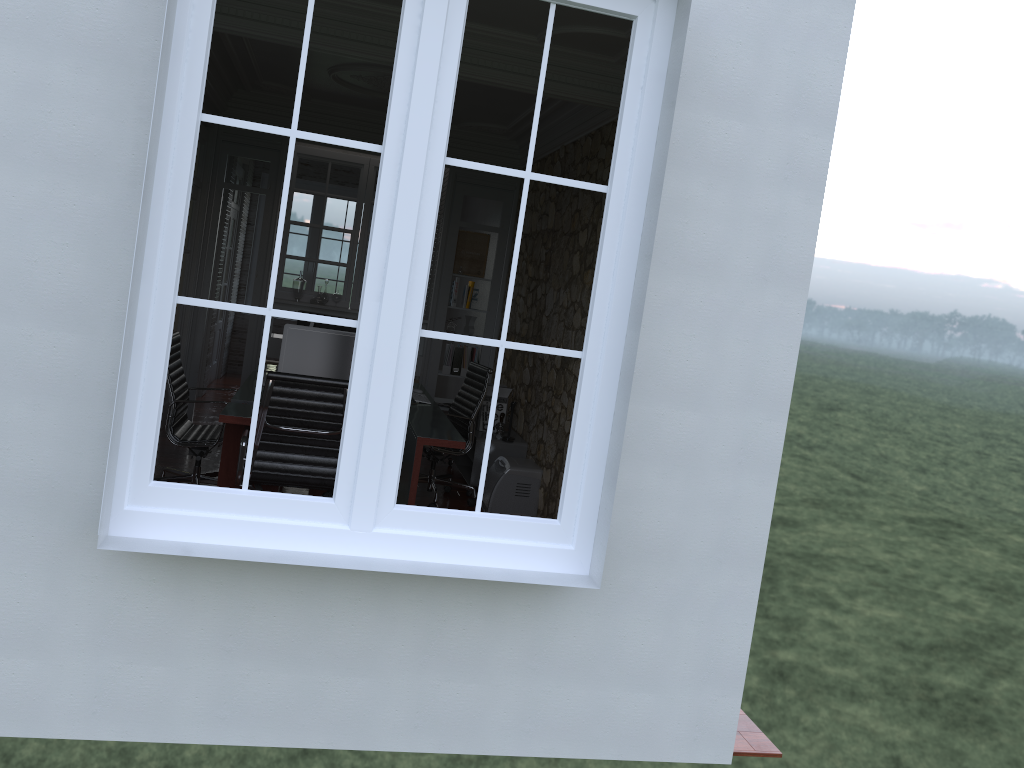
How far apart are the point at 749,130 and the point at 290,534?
2.0 meters

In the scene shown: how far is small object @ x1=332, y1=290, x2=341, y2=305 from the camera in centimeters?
841cm

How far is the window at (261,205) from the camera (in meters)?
11.66

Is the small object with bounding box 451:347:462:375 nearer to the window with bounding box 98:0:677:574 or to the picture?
the picture

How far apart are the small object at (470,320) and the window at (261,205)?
4.46m

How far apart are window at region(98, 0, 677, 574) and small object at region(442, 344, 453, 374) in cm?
565

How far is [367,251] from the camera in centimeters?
273cm

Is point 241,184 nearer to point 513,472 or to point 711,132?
point 513,472

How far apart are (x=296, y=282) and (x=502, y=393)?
2.43m

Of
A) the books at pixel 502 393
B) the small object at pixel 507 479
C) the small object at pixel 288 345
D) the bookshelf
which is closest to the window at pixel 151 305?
the small object at pixel 288 345
